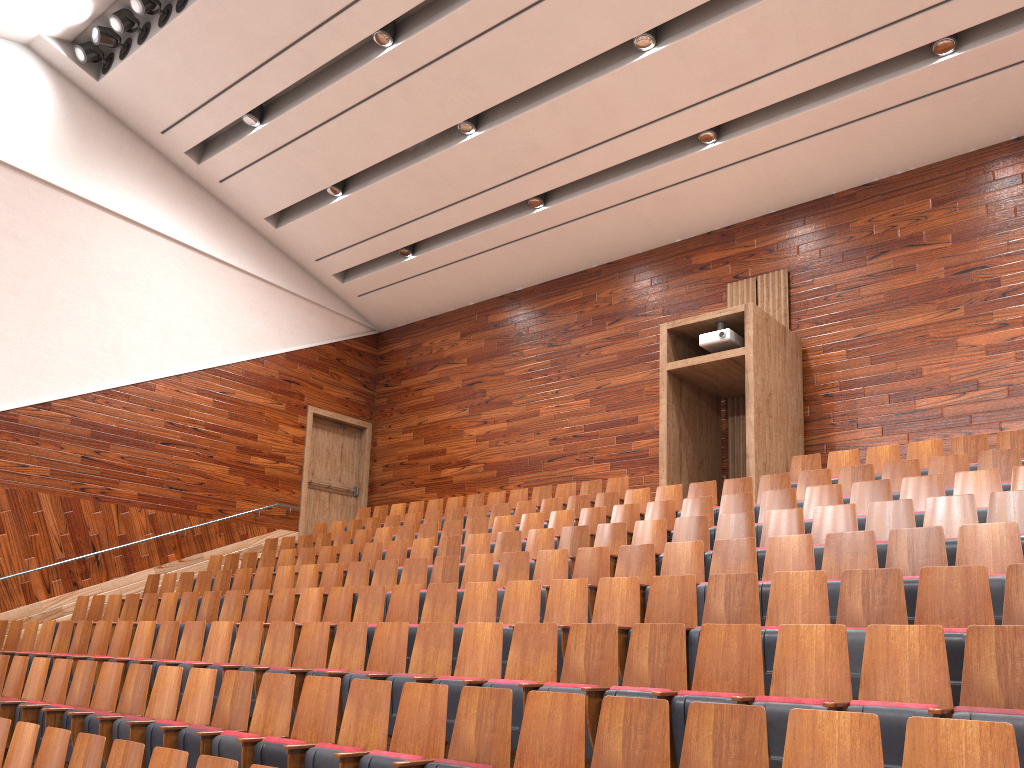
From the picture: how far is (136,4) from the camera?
1.1m

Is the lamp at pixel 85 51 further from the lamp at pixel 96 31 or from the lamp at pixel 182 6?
the lamp at pixel 182 6

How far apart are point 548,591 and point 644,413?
0.6 meters

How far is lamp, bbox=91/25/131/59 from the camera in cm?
113

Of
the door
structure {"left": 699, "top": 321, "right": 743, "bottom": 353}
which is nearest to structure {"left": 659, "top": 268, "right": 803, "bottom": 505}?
structure {"left": 699, "top": 321, "right": 743, "bottom": 353}

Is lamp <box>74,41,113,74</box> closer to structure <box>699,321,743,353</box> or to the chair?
the chair

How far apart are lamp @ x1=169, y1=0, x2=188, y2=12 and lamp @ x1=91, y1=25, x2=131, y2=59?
0.1 meters

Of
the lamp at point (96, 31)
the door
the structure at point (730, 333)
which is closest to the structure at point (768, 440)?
the structure at point (730, 333)

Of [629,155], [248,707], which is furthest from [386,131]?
[248,707]

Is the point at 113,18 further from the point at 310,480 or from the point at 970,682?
the point at 970,682
